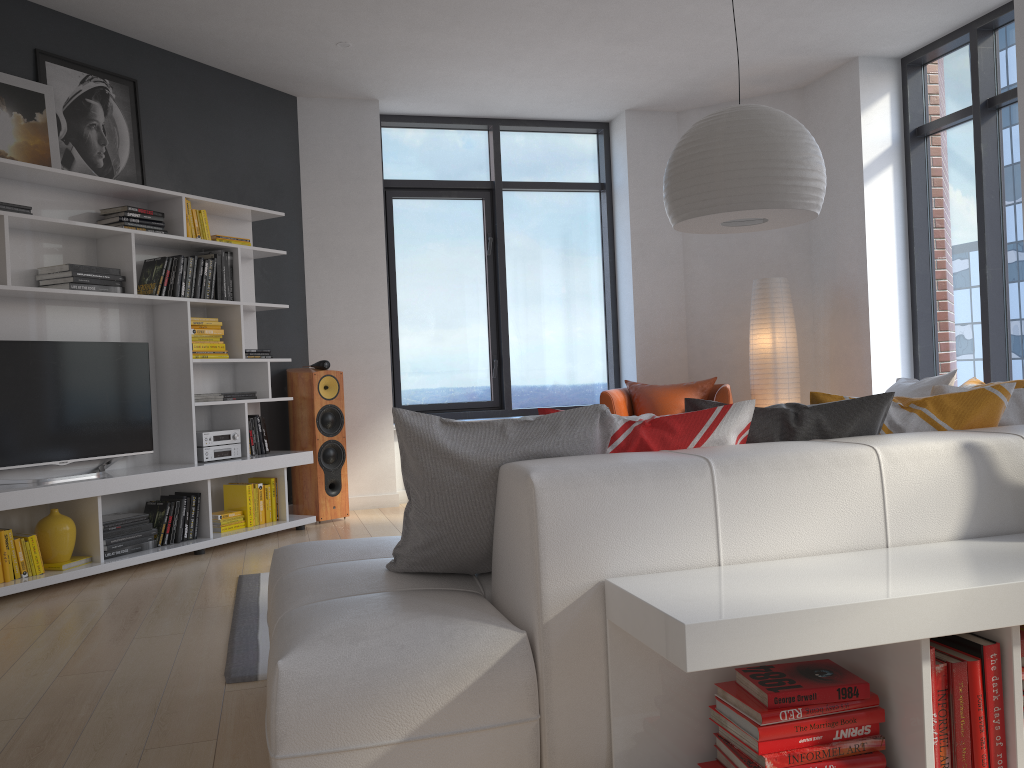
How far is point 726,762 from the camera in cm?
177

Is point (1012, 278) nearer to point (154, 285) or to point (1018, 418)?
point (1018, 418)

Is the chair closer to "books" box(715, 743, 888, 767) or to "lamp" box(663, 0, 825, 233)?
"lamp" box(663, 0, 825, 233)

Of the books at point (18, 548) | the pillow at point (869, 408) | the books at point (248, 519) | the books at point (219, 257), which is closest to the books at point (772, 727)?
the pillow at point (869, 408)

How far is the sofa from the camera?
1.7m

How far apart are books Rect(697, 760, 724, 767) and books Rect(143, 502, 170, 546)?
3.80m

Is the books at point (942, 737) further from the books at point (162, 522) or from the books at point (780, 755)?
the books at point (162, 522)

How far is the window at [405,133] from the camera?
7.0 meters

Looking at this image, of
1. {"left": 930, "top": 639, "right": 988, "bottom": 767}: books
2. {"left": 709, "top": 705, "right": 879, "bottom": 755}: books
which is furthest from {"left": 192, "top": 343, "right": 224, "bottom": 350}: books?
{"left": 930, "top": 639, "right": 988, "bottom": 767}: books

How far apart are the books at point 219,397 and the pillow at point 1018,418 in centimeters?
369cm
